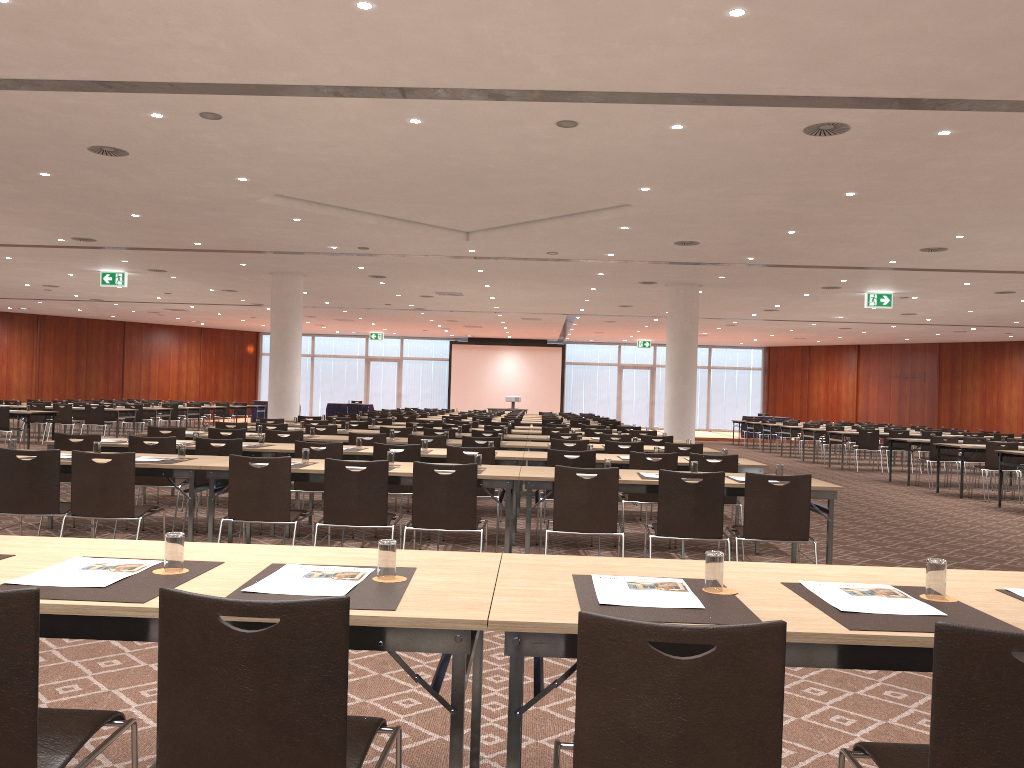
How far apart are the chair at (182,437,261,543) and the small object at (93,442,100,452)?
1.32m

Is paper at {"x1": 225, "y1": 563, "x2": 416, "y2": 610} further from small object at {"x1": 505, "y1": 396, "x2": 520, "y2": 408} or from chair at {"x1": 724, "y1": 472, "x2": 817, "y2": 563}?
small object at {"x1": 505, "y1": 396, "x2": 520, "y2": 408}

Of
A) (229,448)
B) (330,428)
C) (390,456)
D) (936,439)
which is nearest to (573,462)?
(390,456)

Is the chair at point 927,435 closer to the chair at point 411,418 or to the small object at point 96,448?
the chair at point 411,418

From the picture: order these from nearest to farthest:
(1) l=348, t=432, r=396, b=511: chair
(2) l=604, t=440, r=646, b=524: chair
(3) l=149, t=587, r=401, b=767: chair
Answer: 1. (3) l=149, t=587, r=401, b=767: chair
2. (2) l=604, t=440, r=646, b=524: chair
3. (1) l=348, t=432, r=396, b=511: chair

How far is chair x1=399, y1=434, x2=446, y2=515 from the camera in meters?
9.9

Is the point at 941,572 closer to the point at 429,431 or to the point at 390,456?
the point at 390,456

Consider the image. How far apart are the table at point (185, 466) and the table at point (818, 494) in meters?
2.3

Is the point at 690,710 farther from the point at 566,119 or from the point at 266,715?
the point at 566,119

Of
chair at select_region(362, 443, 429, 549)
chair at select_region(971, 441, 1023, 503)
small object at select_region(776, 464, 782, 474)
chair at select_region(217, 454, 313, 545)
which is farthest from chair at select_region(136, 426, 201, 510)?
chair at select_region(971, 441, 1023, 503)
